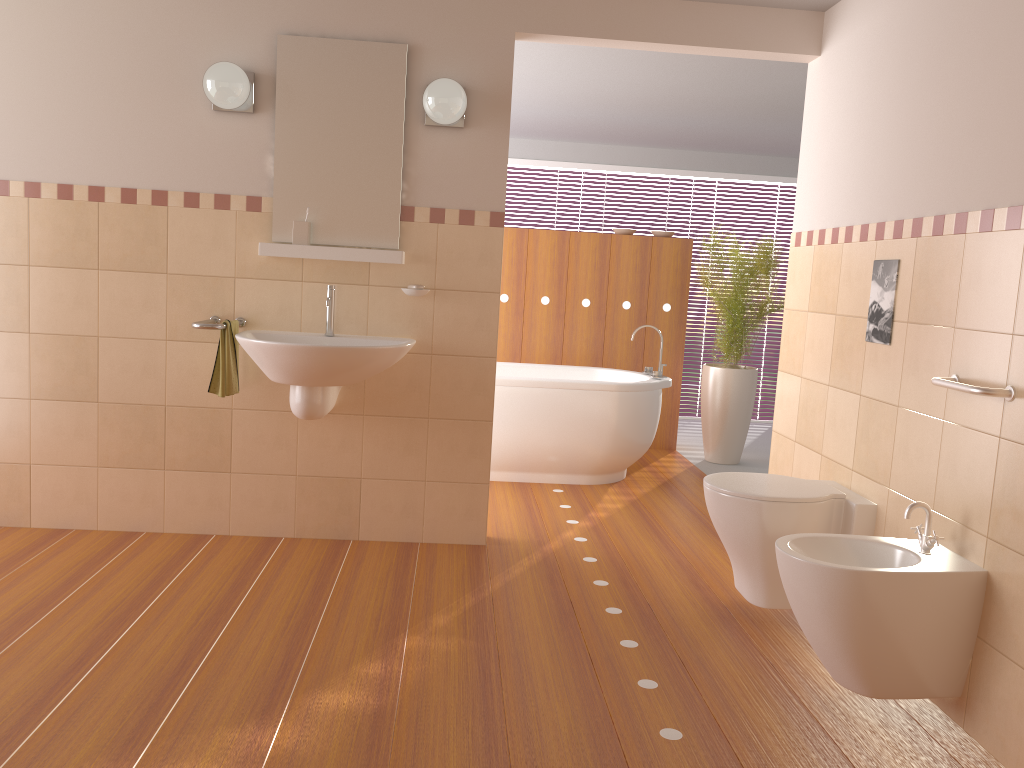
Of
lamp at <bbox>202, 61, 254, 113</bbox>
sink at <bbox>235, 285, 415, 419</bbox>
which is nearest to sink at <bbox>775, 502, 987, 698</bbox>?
sink at <bbox>235, 285, 415, 419</bbox>

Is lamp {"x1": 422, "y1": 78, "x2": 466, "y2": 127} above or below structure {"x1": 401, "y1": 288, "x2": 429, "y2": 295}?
above

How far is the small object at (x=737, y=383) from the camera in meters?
5.7 m

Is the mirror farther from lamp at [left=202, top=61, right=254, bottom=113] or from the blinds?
the blinds

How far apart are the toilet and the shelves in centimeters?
143cm

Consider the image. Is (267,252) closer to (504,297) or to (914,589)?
(914,589)

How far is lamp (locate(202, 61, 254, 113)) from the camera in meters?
3.3

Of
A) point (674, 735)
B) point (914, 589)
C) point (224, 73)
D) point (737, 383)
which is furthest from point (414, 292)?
point (737, 383)

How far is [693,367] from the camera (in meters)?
7.68

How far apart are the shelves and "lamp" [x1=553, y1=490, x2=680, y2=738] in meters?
1.7 m
